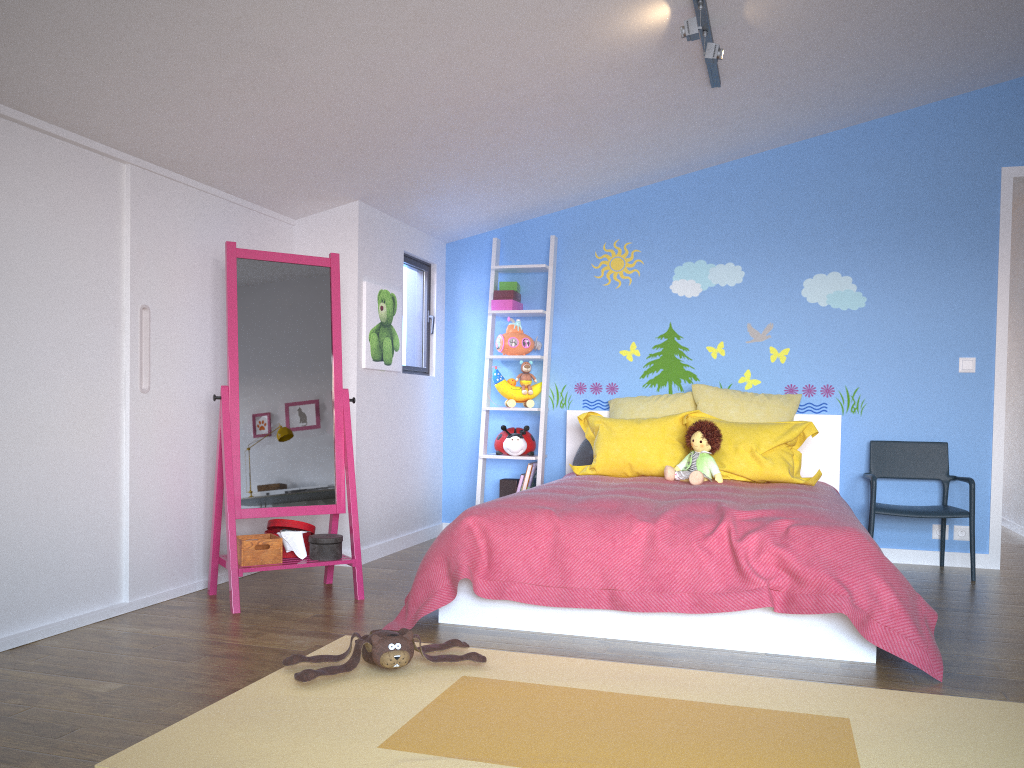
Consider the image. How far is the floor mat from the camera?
2.0m

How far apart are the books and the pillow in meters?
0.3 m

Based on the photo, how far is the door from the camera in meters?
4.7 m

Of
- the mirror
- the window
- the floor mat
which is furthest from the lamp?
the floor mat

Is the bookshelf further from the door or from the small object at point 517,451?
the door

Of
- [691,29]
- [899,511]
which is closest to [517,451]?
[899,511]

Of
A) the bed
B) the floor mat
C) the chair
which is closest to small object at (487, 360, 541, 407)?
the bed

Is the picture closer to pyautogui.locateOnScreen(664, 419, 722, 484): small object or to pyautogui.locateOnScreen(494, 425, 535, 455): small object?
pyautogui.locateOnScreen(494, 425, 535, 455): small object

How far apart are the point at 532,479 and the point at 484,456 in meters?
0.3

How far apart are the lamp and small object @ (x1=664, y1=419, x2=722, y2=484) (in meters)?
1.58
